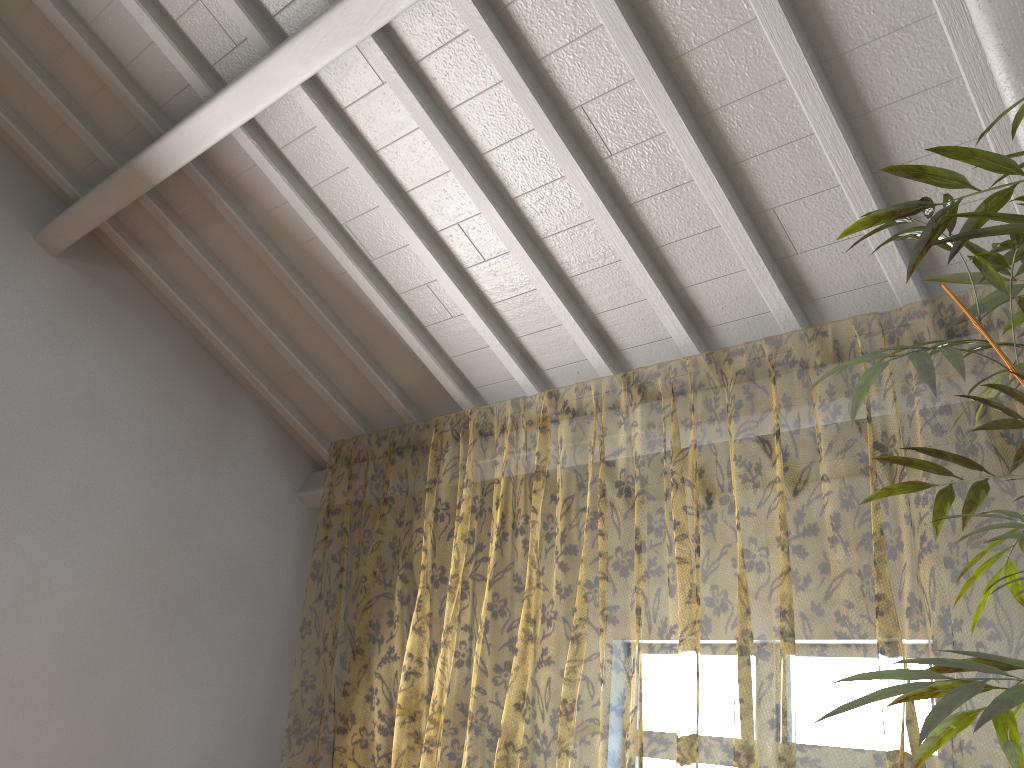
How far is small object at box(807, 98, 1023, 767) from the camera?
1.1m

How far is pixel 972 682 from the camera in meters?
1.1 m

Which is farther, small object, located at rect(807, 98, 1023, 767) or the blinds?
the blinds

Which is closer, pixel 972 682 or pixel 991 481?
pixel 972 682

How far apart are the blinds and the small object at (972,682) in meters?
1.0 m

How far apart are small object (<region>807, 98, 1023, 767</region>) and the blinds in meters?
1.0 m

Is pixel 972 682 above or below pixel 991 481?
below

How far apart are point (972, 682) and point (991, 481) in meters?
9.6 m
